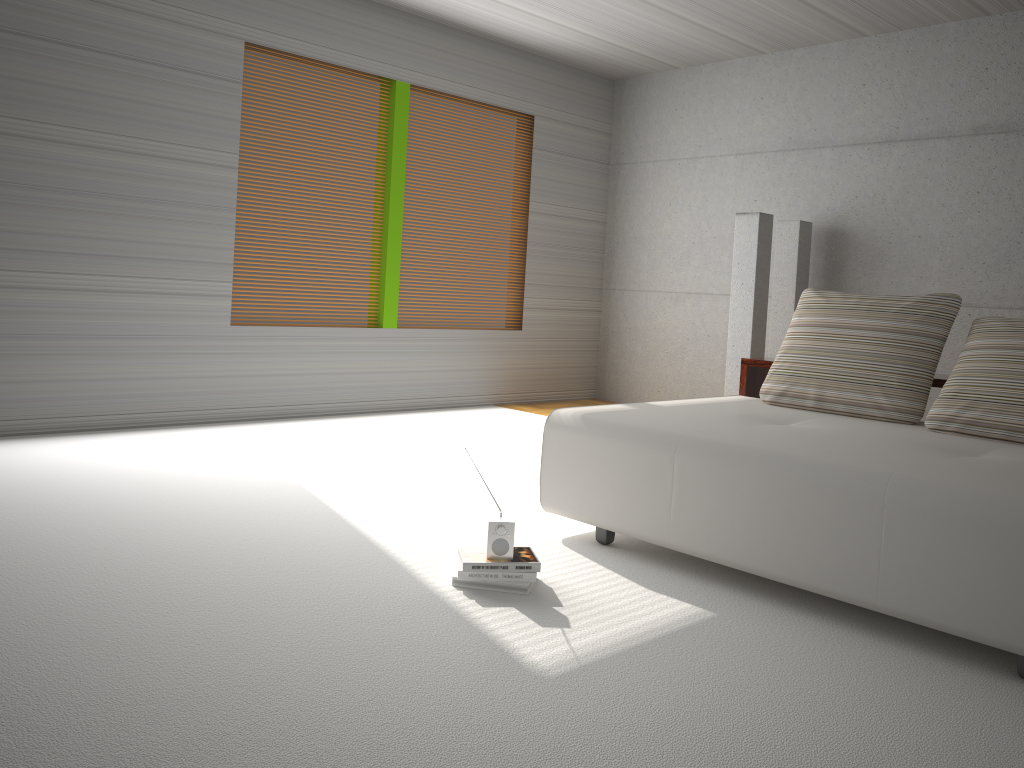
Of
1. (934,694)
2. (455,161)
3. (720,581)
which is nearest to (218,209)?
(455,161)

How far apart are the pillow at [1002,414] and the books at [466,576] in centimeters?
190cm

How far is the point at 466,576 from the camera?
3.02m

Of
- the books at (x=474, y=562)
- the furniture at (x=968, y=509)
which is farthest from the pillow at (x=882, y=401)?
the books at (x=474, y=562)

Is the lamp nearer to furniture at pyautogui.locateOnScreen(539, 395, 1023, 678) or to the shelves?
the shelves

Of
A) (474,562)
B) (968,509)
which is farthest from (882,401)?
(474,562)

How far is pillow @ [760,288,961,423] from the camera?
4.0m

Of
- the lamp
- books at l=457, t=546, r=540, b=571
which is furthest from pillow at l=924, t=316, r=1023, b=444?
the lamp

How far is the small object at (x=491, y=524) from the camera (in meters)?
3.04

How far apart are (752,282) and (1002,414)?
3.0m
